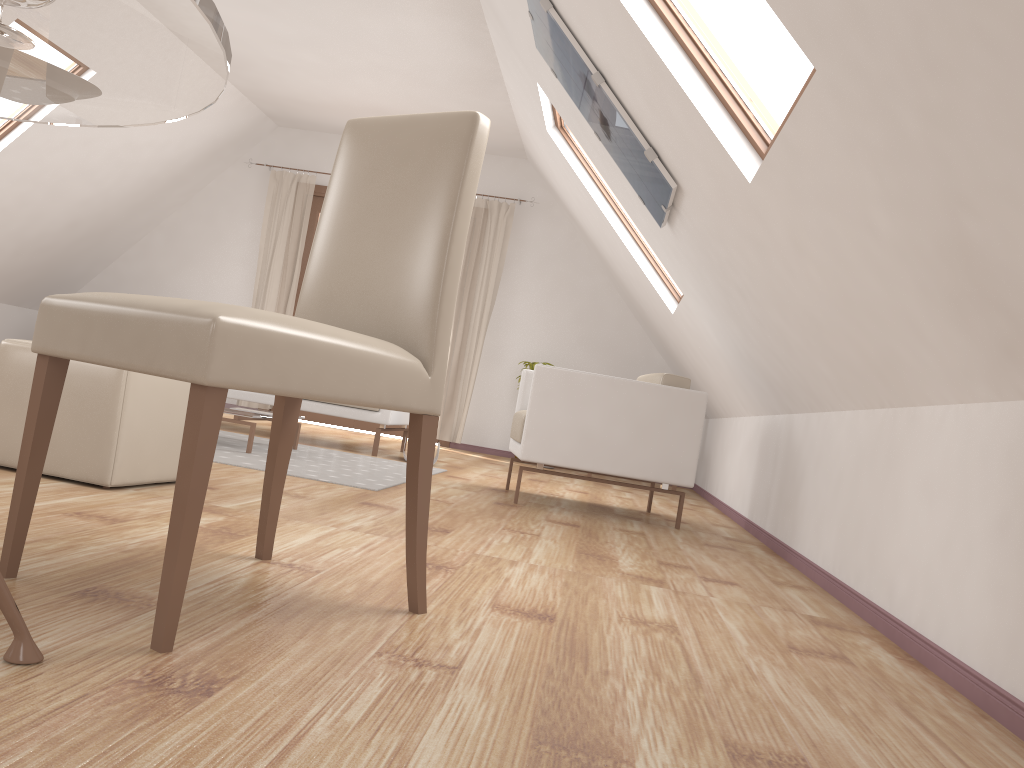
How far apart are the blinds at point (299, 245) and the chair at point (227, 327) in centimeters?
609cm

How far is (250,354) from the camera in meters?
1.3

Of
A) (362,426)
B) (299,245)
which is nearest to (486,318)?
(362,426)

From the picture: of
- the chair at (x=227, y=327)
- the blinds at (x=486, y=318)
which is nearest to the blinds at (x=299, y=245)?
the blinds at (x=486, y=318)

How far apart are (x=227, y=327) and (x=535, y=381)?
2.7m

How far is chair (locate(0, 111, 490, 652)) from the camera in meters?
1.3

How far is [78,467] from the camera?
2.5m

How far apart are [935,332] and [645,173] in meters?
1.7 m

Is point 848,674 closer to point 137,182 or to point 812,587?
point 812,587

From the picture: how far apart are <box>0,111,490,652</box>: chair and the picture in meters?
1.6
